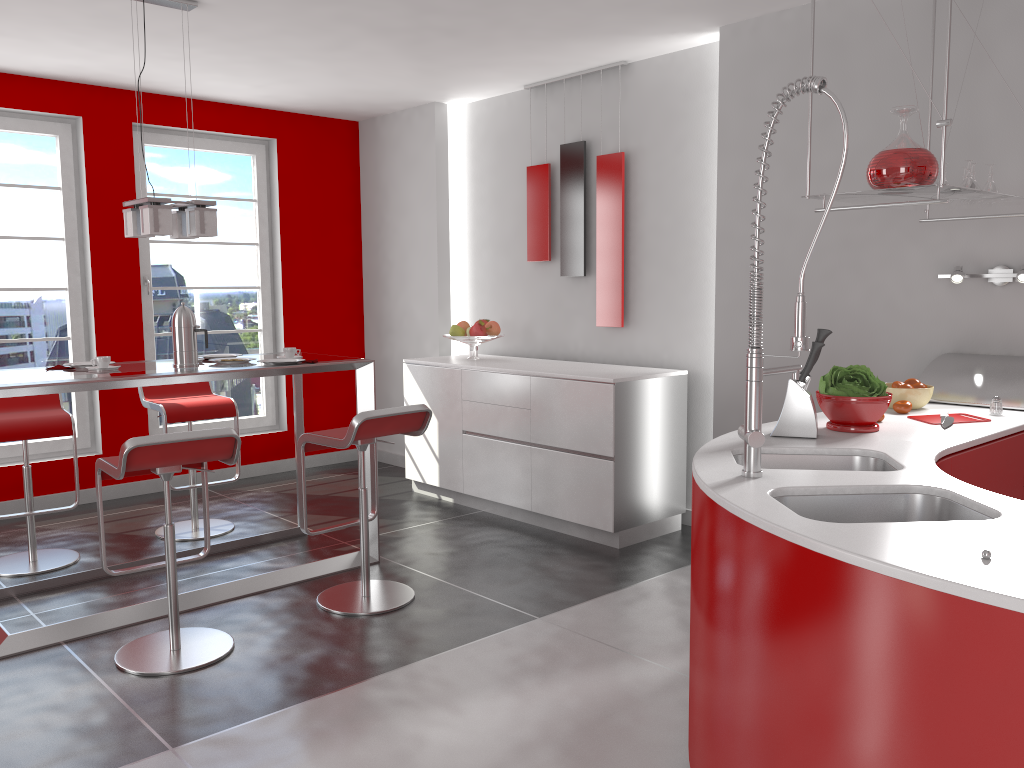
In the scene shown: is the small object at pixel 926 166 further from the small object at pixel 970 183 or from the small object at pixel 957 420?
the small object at pixel 957 420

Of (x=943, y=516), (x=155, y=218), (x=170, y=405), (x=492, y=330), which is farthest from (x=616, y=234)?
(x=943, y=516)

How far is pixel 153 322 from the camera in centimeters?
593cm

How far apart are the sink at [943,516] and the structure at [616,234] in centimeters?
319cm

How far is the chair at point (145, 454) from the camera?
3.0m

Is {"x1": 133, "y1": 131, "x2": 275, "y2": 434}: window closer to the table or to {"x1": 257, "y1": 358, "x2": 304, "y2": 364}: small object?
the table

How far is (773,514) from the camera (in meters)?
1.79

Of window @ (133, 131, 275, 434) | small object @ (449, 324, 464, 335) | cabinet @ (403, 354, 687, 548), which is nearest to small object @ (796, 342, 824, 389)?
cabinet @ (403, 354, 687, 548)

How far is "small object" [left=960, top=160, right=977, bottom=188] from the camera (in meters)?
3.11

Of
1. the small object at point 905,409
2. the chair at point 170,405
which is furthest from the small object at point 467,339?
the small object at point 905,409
